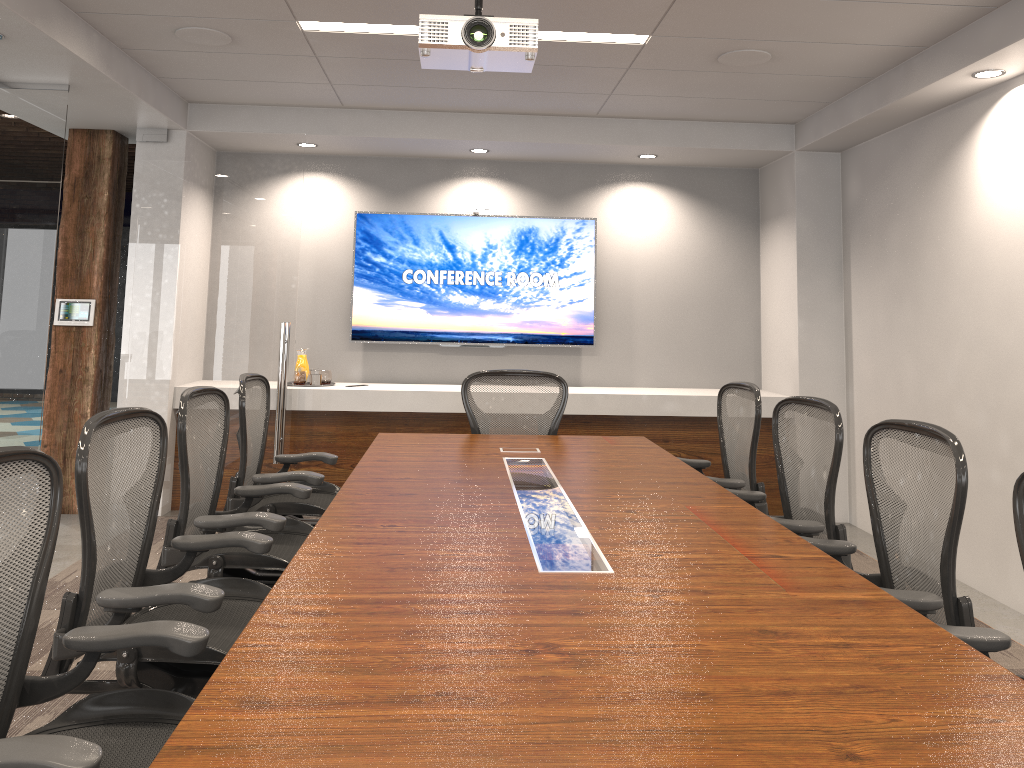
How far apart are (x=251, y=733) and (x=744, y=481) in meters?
3.0 m

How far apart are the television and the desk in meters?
2.3 m

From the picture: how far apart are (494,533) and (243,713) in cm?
124

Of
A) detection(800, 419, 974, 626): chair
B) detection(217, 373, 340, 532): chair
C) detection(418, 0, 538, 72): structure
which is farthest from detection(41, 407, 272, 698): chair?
detection(800, 419, 974, 626): chair

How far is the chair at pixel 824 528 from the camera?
3.2 meters

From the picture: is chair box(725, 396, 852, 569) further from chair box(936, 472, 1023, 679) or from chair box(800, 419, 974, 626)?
chair box(936, 472, 1023, 679)

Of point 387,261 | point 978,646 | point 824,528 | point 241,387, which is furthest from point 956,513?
point 387,261

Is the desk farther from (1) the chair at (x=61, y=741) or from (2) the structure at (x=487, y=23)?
(2) the structure at (x=487, y=23)

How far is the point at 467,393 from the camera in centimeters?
487cm

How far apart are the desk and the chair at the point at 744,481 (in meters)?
0.23
